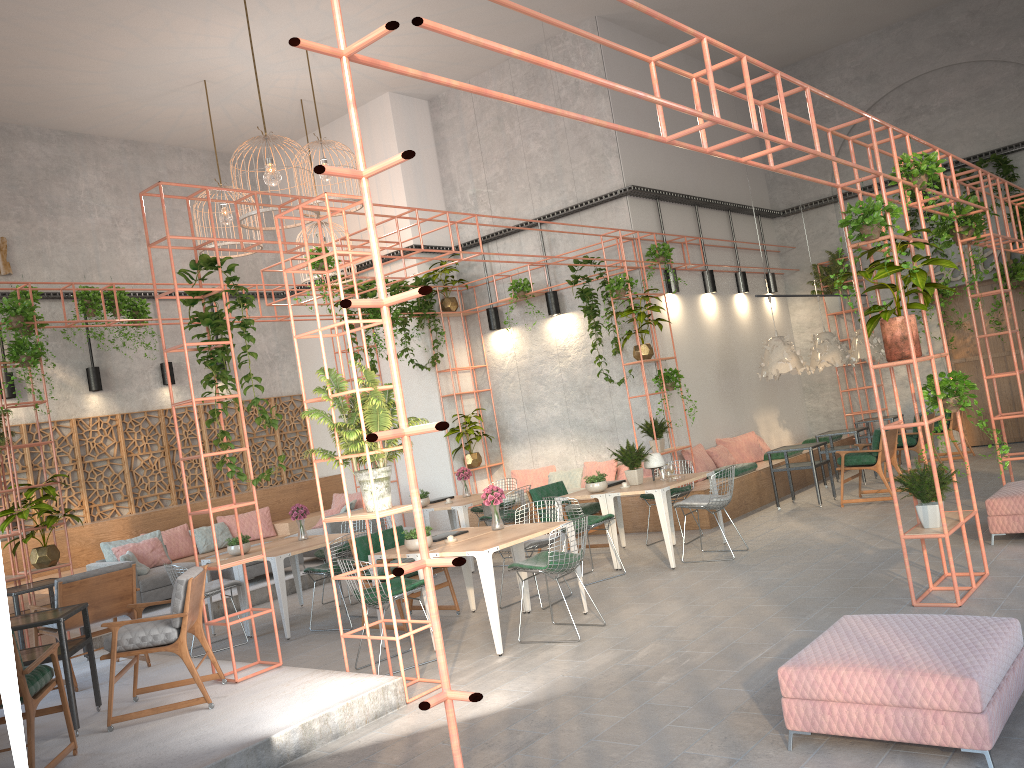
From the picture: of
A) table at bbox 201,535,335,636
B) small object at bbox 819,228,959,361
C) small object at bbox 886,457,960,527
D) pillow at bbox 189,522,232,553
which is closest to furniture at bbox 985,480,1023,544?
small object at bbox 886,457,960,527

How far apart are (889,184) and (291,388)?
11.63m

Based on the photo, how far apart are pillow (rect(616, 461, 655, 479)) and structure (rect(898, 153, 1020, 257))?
7.4 meters

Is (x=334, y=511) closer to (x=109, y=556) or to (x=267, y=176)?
(x=109, y=556)

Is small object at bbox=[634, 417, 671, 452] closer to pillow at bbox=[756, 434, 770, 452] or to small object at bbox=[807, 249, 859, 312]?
pillow at bbox=[756, 434, 770, 452]

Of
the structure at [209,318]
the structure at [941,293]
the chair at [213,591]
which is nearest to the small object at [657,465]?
the structure at [209,318]

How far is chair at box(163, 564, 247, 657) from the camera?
8.85m

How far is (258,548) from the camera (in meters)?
9.85

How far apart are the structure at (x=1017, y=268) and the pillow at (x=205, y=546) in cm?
1294

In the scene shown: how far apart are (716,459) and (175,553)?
8.0m
